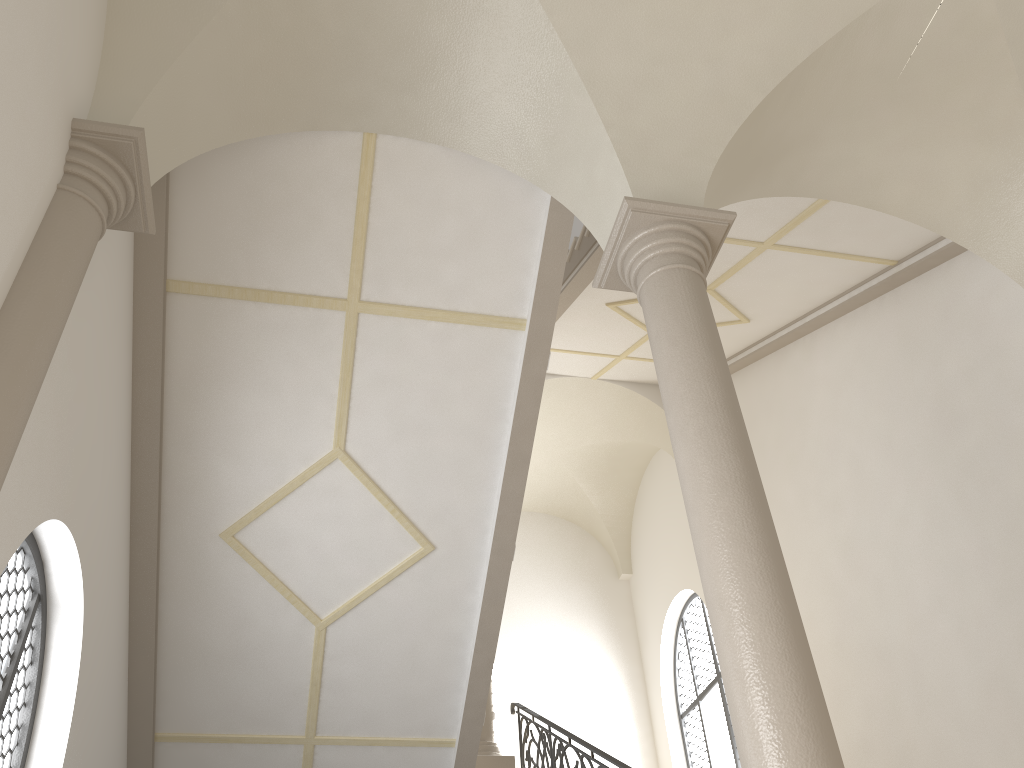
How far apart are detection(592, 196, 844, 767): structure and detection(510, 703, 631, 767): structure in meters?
3.0 m

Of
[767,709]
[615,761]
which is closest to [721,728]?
[615,761]

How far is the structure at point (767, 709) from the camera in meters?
3.4 m

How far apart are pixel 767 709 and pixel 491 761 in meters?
6.4 m

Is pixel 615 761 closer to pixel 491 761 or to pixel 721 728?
pixel 491 761

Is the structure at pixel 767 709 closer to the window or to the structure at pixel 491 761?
the structure at pixel 491 761

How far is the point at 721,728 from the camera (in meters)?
11.84

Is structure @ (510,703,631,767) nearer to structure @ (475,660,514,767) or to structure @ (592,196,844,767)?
structure @ (475,660,514,767)

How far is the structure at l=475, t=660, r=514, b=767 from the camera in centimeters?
911cm

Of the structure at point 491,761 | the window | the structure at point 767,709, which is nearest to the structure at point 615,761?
the structure at point 491,761
